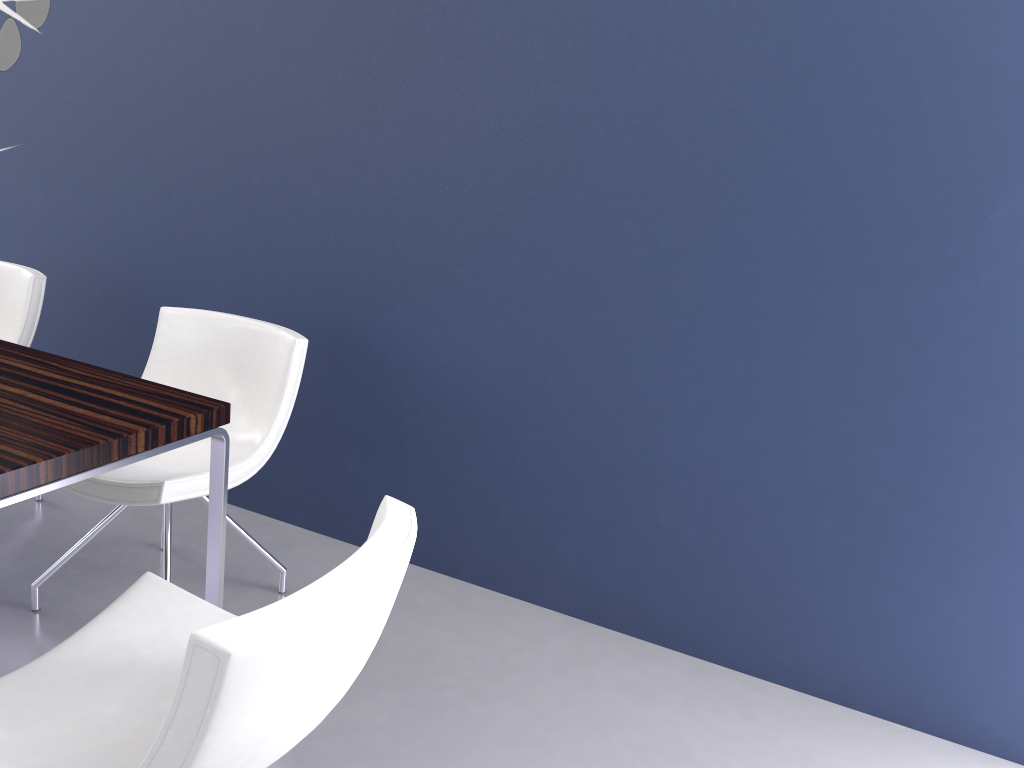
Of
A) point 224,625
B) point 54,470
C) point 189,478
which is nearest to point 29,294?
point 189,478

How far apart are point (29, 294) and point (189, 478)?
1.16m

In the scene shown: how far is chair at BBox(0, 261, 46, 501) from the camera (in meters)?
2.87

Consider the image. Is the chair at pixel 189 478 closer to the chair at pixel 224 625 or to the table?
the table

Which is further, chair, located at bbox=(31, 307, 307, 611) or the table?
chair, located at bbox=(31, 307, 307, 611)

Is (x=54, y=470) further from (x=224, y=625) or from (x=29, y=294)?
(x=29, y=294)

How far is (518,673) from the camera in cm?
243

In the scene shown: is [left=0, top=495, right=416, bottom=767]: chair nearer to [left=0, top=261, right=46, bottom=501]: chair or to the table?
the table

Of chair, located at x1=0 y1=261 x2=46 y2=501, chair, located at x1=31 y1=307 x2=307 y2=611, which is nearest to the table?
chair, located at x1=31 y1=307 x2=307 y2=611

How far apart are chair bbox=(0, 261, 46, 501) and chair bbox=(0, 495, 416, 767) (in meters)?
1.57
